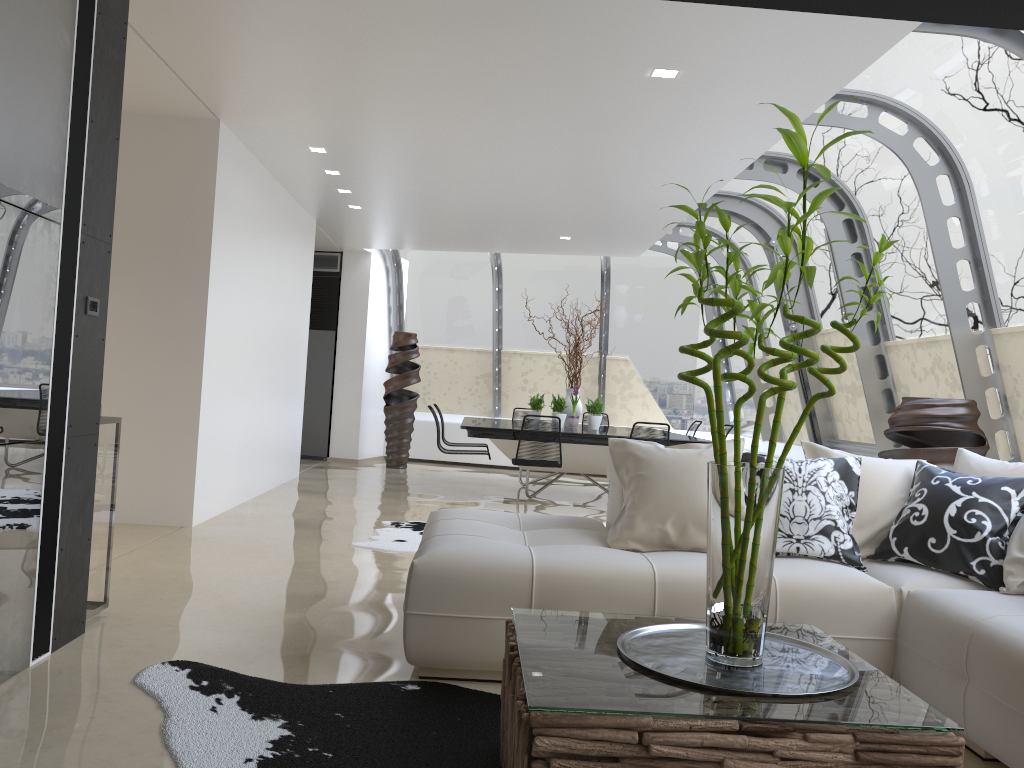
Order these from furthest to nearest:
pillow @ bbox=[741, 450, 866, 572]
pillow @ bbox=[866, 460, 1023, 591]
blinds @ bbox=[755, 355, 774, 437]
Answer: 1. blinds @ bbox=[755, 355, 774, 437]
2. pillow @ bbox=[741, 450, 866, 572]
3. pillow @ bbox=[866, 460, 1023, 591]

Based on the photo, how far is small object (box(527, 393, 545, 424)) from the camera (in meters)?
9.99

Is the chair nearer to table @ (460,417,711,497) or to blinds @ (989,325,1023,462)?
table @ (460,417,711,497)

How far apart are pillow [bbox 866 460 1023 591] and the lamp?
2.4 meters

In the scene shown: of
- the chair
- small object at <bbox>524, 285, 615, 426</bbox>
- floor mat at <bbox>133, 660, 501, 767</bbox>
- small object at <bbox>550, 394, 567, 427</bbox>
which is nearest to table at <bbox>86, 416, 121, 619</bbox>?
floor mat at <bbox>133, 660, 501, 767</bbox>

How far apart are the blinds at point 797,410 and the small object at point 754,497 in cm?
764

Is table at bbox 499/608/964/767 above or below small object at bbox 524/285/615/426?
below

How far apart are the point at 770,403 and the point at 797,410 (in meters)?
0.86

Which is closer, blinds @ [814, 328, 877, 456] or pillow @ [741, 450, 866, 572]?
pillow @ [741, 450, 866, 572]

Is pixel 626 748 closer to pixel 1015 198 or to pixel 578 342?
pixel 1015 198
